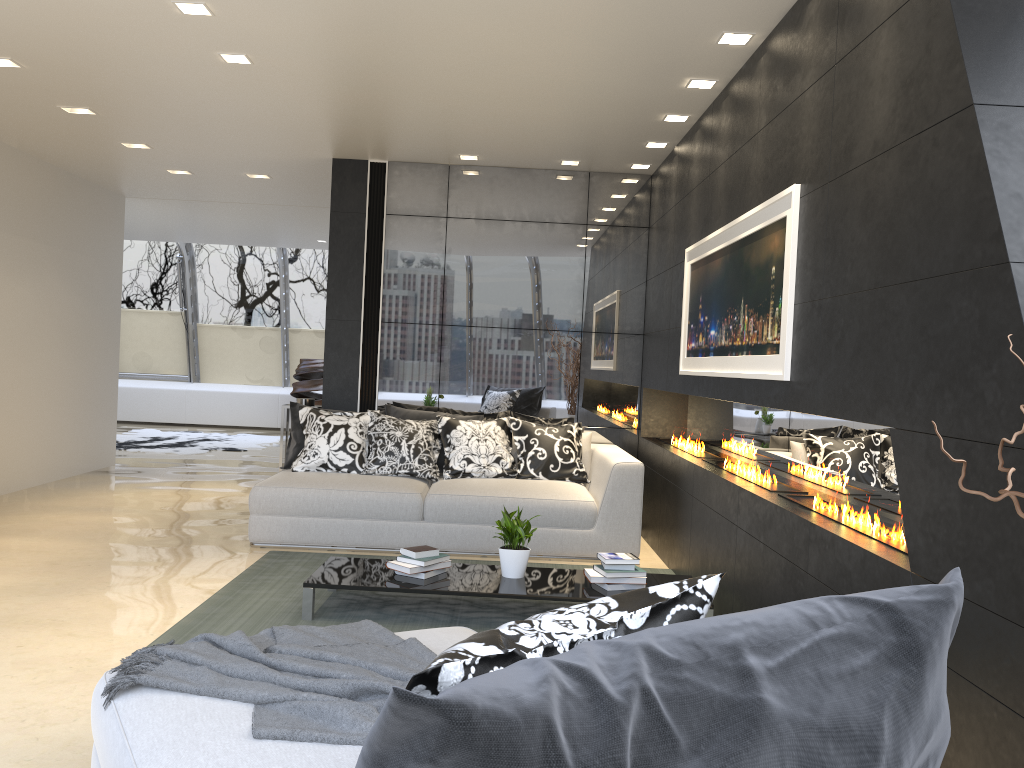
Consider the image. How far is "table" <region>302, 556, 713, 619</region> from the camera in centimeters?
429cm

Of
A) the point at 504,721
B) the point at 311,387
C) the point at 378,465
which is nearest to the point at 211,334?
the point at 311,387

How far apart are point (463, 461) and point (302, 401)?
1.7m

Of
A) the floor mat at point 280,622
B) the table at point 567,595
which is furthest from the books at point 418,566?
the floor mat at point 280,622

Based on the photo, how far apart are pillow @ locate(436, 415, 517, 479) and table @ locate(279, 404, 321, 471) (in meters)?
1.46

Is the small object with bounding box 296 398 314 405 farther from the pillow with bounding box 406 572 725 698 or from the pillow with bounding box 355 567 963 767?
the pillow with bounding box 355 567 963 767

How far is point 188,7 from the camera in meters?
4.2

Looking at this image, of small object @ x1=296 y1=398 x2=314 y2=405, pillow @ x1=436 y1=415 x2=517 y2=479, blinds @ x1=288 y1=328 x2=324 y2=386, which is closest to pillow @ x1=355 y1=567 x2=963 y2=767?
pillow @ x1=436 y1=415 x2=517 y2=479

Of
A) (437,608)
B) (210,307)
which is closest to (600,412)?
(437,608)

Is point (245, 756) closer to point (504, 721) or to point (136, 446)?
point (504, 721)
